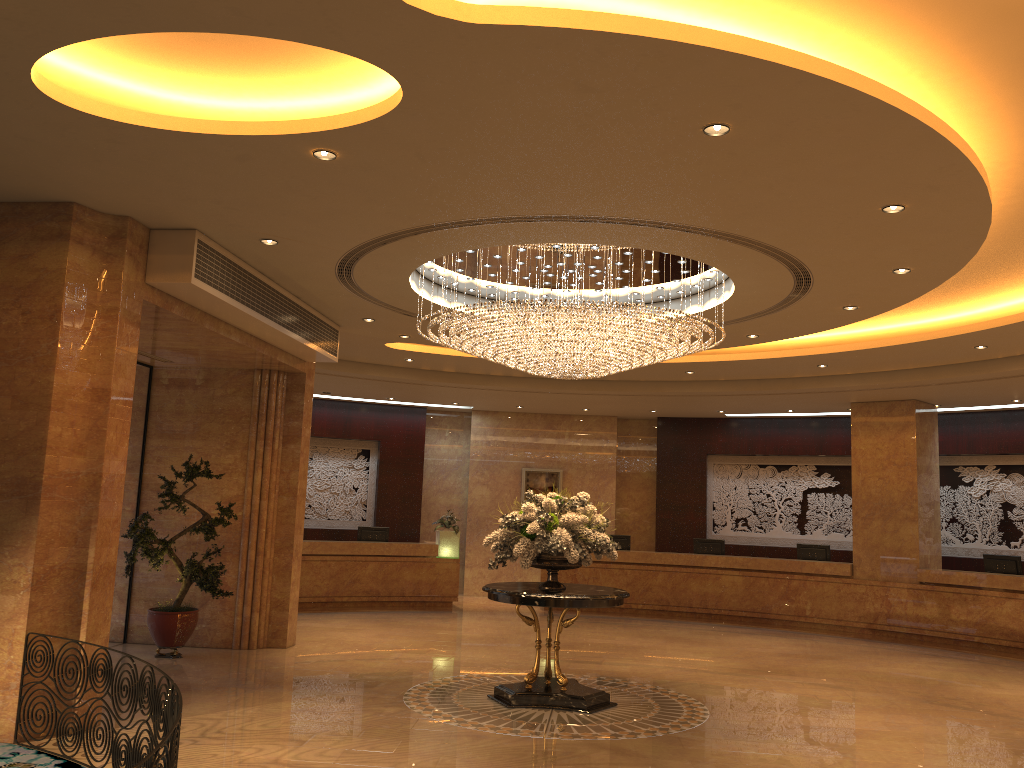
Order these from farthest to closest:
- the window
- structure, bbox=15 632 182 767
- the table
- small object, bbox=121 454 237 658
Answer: the window < small object, bbox=121 454 237 658 < the table < structure, bbox=15 632 182 767

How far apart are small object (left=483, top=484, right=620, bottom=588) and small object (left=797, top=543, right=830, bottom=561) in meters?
8.3

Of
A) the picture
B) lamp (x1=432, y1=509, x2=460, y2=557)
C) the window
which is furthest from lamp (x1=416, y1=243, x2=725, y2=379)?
the picture

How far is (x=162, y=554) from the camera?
10.2 meters

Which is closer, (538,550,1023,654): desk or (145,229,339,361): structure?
(145,229,339,361): structure

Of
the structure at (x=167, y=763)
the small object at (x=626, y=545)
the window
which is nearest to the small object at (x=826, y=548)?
the small object at (x=626, y=545)

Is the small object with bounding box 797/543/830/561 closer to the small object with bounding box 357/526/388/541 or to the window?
the small object with bounding box 357/526/388/541

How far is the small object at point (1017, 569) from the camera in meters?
14.0 m

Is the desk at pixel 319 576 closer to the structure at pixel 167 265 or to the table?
the structure at pixel 167 265

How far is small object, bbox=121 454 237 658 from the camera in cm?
1015
